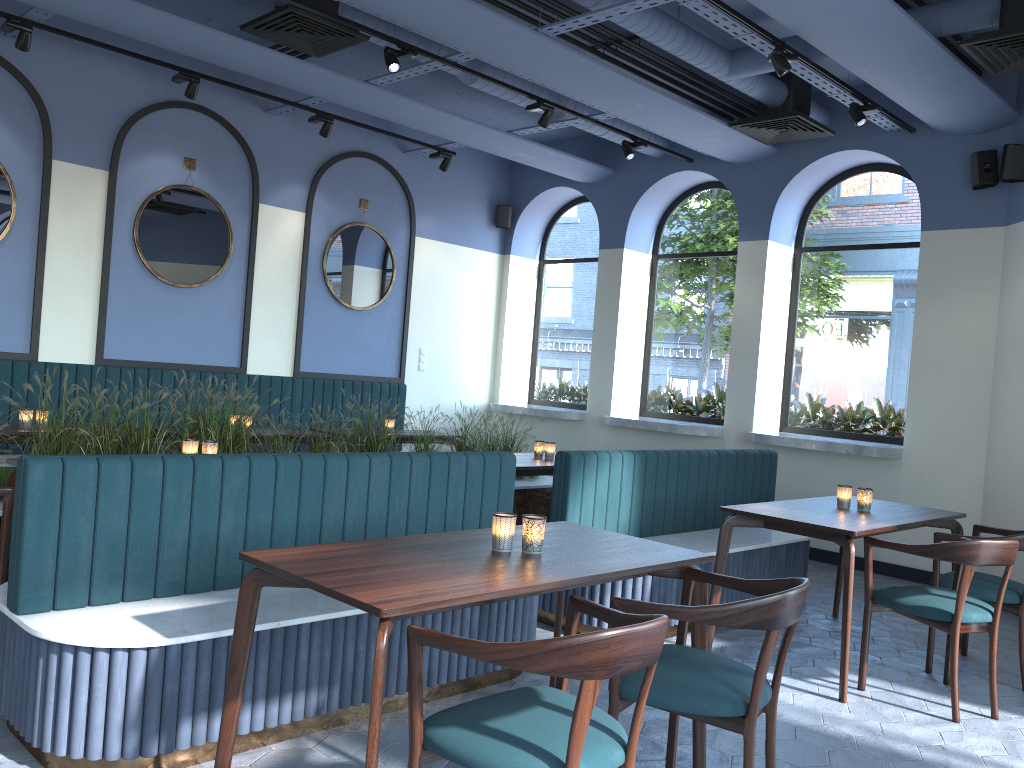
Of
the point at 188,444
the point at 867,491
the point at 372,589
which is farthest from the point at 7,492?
the point at 867,491

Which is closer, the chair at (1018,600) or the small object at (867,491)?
the chair at (1018,600)

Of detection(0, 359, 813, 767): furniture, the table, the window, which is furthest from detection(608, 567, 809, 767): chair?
the window

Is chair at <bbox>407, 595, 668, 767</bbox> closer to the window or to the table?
the table

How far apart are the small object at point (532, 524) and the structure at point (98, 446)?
2.9m

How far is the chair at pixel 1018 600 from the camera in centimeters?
431cm

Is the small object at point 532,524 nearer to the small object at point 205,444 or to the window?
the small object at point 205,444

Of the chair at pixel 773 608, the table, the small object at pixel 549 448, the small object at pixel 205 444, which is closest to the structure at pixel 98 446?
the table

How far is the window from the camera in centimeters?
748cm

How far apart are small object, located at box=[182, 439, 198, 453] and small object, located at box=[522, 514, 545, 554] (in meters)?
2.27
